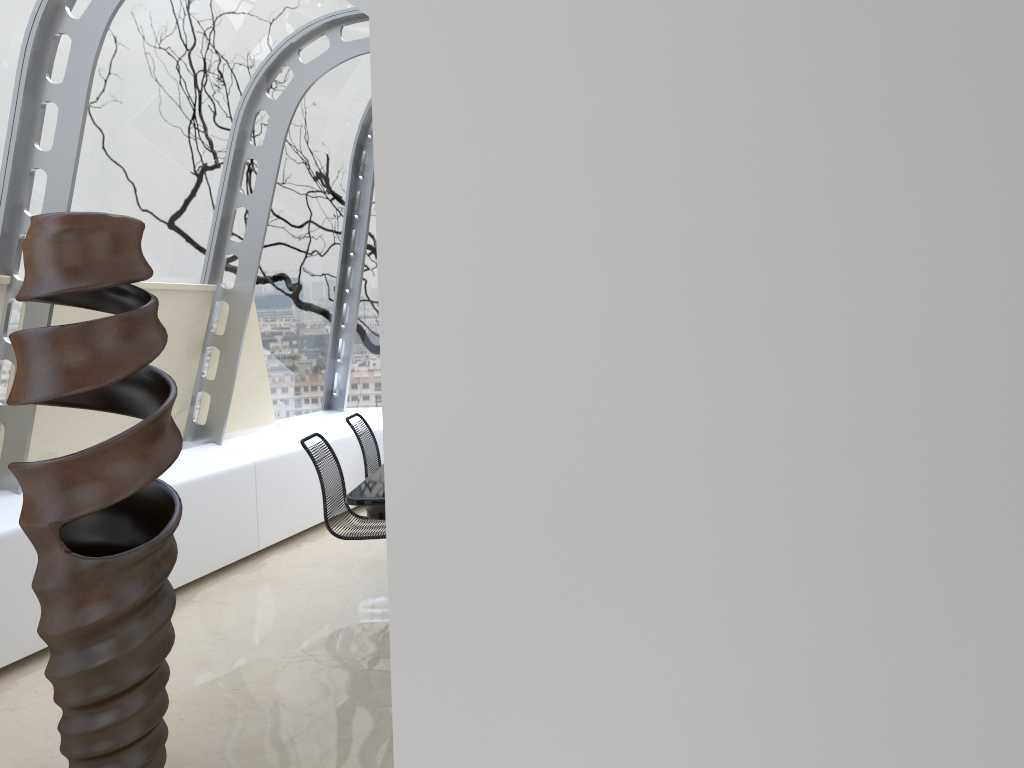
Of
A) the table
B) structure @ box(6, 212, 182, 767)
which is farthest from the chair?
structure @ box(6, 212, 182, 767)

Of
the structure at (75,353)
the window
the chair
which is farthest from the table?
the window

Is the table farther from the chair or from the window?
the window

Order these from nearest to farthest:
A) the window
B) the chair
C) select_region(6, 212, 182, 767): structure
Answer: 1. select_region(6, 212, 182, 767): structure
2. the window
3. the chair

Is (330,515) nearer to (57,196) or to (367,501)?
(367,501)

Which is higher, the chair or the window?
the window

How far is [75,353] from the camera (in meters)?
2.57

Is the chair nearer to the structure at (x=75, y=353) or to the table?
the table

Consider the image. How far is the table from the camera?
3.6 meters

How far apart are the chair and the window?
1.4 meters
